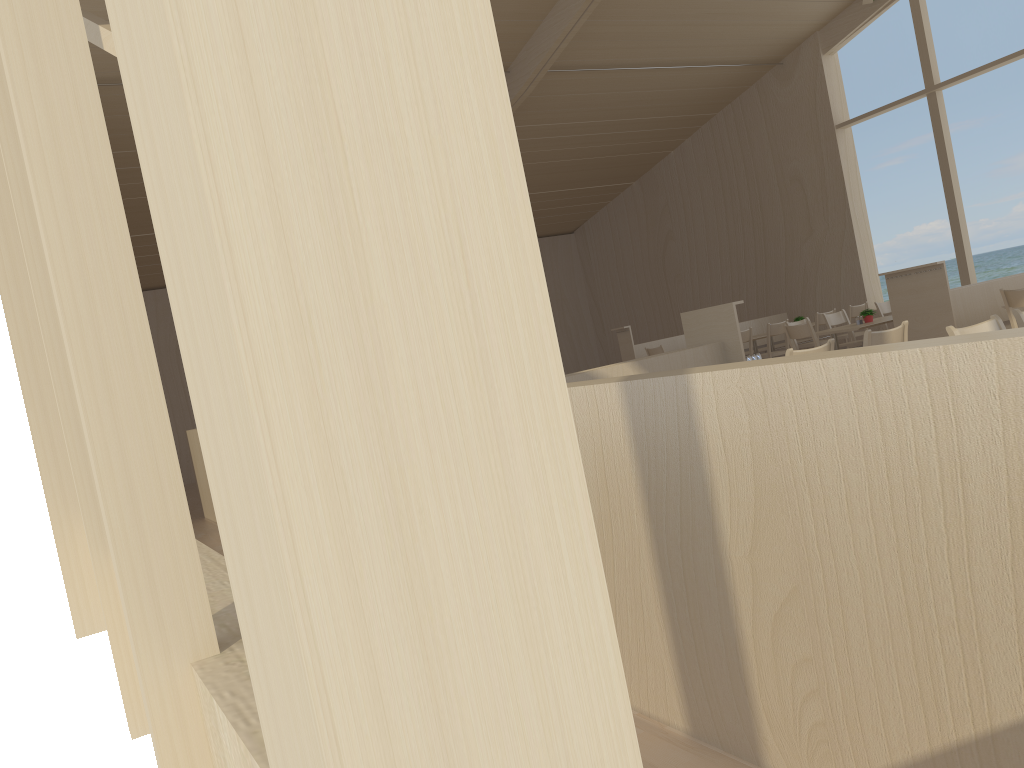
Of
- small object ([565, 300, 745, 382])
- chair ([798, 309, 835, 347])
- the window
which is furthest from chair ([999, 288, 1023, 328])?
the window

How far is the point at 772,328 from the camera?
10.57m

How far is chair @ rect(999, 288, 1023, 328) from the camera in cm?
661

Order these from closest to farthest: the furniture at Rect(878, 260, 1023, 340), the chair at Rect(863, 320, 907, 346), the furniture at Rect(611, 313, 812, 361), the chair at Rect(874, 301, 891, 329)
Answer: the chair at Rect(863, 320, 907, 346)
the furniture at Rect(878, 260, 1023, 340)
the chair at Rect(874, 301, 891, 329)
the furniture at Rect(611, 313, 812, 361)

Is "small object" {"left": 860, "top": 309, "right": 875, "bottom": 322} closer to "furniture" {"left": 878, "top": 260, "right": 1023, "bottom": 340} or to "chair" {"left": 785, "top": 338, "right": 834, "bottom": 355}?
"furniture" {"left": 878, "top": 260, "right": 1023, "bottom": 340}

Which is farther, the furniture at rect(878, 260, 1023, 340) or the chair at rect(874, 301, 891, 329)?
the chair at rect(874, 301, 891, 329)

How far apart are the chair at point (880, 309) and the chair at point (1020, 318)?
6.5 meters

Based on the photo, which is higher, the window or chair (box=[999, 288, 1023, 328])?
the window

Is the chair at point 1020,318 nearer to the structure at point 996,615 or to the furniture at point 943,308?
the structure at point 996,615

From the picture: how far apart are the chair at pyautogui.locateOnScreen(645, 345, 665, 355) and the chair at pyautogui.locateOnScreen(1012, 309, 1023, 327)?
6.5 meters
